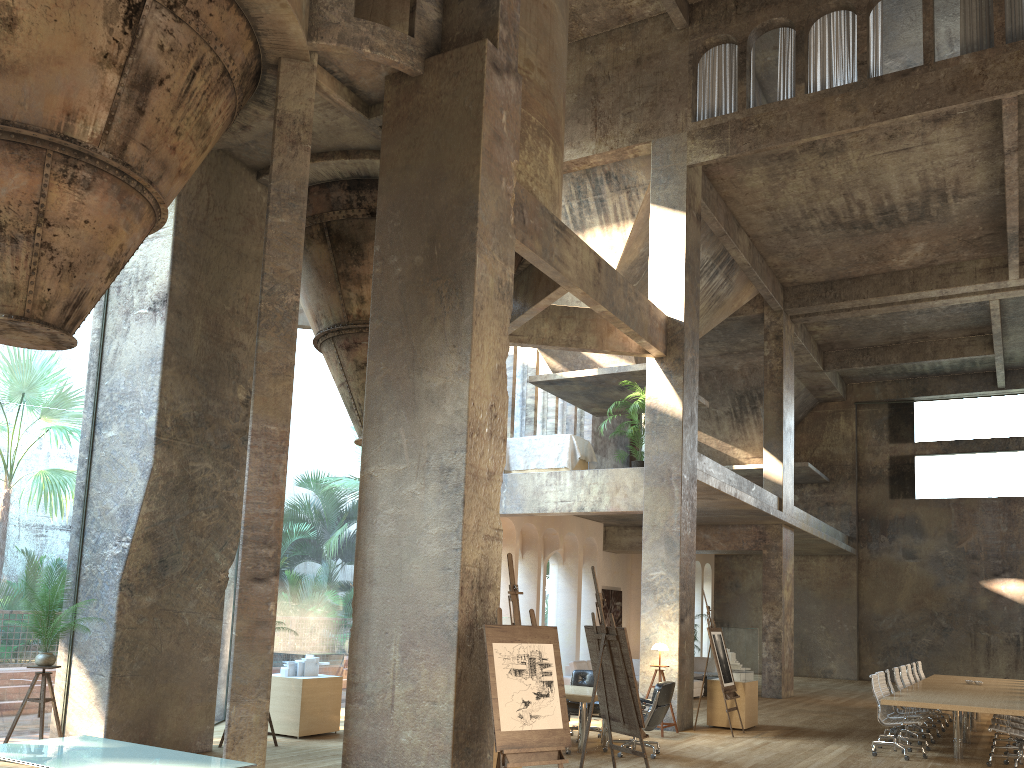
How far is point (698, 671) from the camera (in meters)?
21.15

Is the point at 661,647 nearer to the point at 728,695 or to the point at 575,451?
the point at 728,695

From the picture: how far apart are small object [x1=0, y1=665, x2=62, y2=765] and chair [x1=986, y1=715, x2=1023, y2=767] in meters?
10.3

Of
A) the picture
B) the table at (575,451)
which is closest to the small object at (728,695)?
the table at (575,451)

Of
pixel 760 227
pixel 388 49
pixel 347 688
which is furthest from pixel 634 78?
pixel 347 688

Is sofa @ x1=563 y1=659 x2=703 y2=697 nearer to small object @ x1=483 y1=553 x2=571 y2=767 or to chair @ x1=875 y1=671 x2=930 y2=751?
chair @ x1=875 y1=671 x2=930 y2=751

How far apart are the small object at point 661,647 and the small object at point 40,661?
7.67m

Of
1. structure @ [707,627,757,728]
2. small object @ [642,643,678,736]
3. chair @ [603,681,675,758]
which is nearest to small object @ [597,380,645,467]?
small object @ [642,643,678,736]

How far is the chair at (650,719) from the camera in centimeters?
988cm

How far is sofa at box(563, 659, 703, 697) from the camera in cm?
1699
